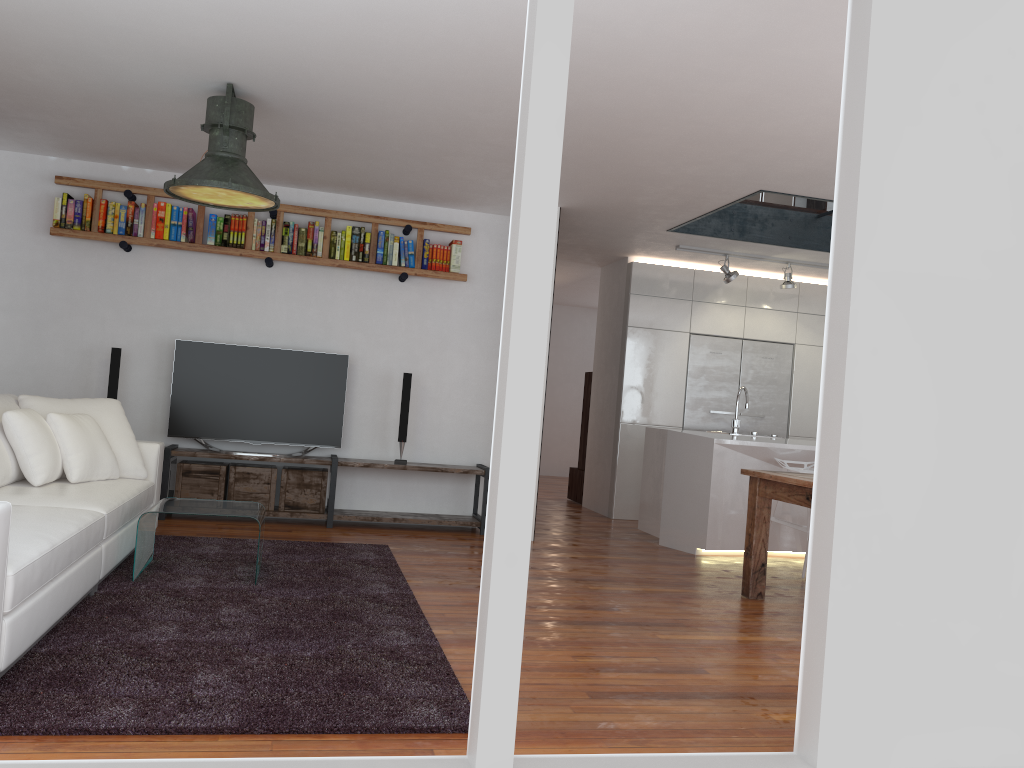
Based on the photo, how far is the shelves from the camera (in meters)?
6.26

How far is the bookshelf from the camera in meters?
6.3 m

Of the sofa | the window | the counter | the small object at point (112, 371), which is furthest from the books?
the window

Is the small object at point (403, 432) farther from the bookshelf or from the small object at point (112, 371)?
the small object at point (112, 371)

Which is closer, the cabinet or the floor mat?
the floor mat

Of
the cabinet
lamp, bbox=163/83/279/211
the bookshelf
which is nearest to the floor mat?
lamp, bbox=163/83/279/211

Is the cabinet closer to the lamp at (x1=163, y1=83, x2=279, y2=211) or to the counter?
the counter

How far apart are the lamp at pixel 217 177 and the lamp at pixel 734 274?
4.4 meters

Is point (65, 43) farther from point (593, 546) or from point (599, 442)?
point (599, 442)

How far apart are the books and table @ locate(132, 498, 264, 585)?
2.46m
